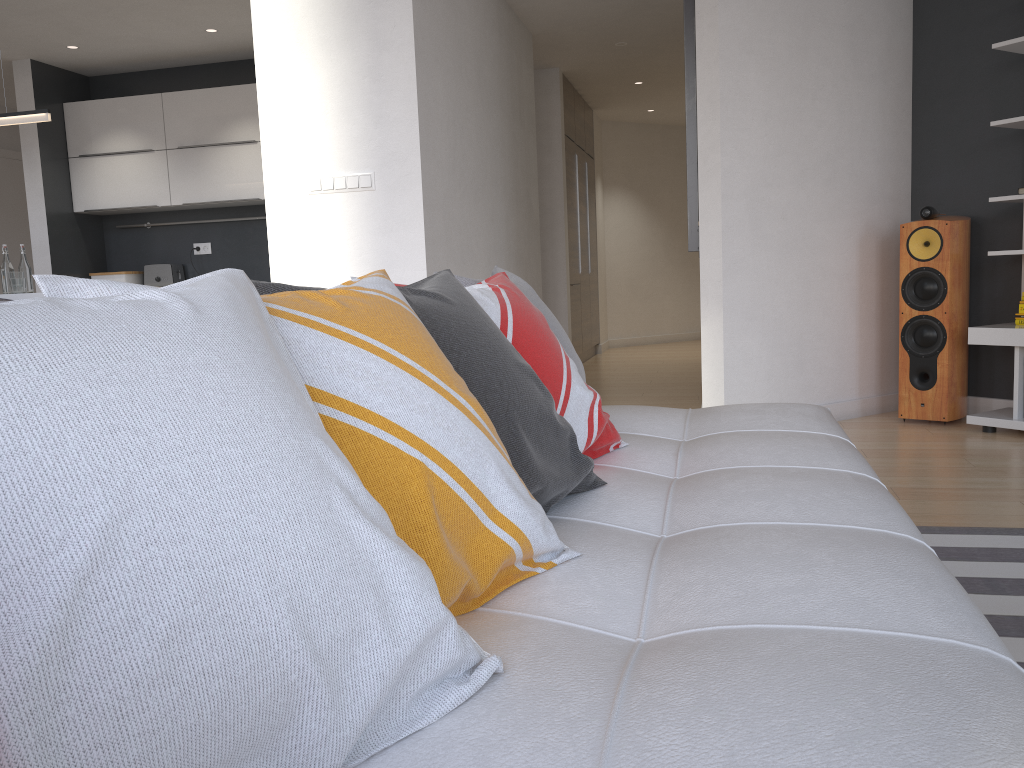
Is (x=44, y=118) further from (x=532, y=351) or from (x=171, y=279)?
(x=532, y=351)

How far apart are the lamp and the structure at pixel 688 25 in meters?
3.3

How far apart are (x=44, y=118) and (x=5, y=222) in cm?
361

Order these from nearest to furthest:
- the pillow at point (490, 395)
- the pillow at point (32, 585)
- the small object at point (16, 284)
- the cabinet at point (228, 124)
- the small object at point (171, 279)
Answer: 1. the pillow at point (32, 585)
2. the pillow at point (490, 395)
3. the small object at point (16, 284)
4. the cabinet at point (228, 124)
5. the small object at point (171, 279)

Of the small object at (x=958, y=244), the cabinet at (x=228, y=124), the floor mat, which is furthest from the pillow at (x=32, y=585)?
the cabinet at (x=228, y=124)

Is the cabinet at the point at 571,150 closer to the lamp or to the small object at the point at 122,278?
the small object at the point at 122,278

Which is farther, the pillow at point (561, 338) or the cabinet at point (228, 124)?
the cabinet at point (228, 124)

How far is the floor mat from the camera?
2.0m

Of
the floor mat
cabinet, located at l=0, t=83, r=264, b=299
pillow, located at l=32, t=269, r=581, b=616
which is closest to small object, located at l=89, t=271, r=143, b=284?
cabinet, located at l=0, t=83, r=264, b=299

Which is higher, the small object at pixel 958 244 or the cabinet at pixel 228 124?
the cabinet at pixel 228 124
